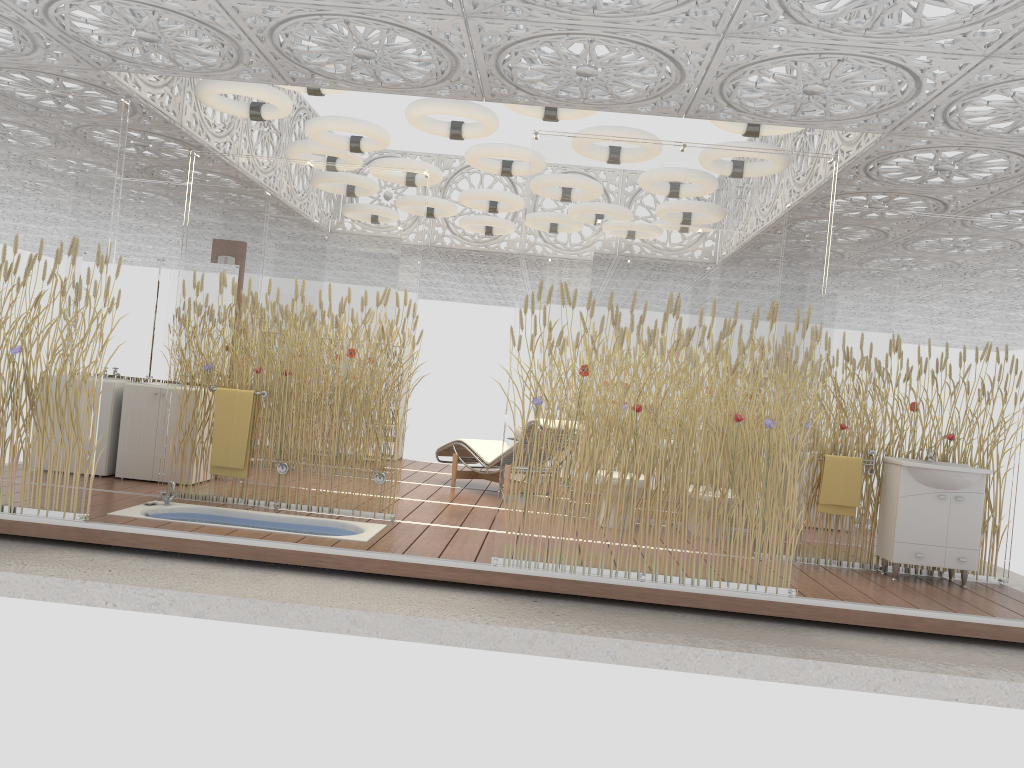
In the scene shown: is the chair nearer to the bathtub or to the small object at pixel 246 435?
the bathtub

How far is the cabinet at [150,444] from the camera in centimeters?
733cm

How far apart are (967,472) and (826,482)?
0.9m

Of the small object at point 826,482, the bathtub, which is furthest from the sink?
the bathtub

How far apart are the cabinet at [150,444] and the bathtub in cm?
107

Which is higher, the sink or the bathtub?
the sink

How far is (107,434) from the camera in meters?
7.4 m

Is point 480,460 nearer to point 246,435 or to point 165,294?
point 246,435

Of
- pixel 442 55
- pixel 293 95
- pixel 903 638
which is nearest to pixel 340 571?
pixel 442 55

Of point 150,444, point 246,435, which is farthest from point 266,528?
point 150,444
